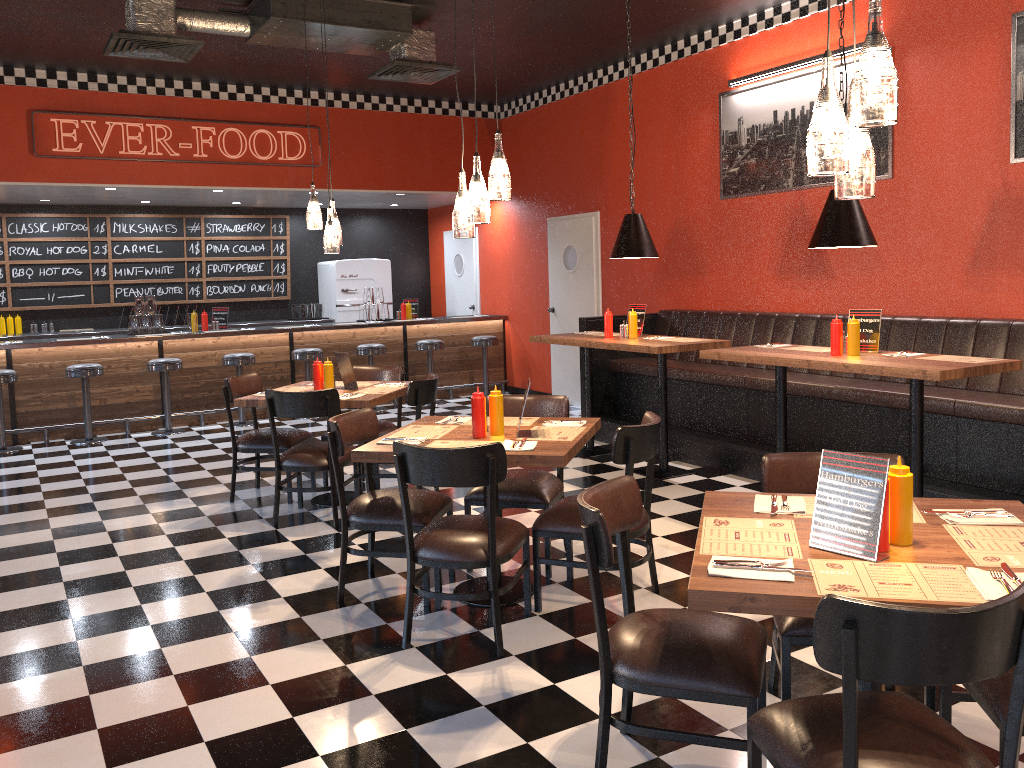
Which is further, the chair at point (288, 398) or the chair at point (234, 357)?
the chair at point (234, 357)

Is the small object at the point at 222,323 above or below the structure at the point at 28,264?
below

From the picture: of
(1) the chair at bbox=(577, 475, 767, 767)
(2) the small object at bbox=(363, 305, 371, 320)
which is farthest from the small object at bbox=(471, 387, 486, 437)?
(2) the small object at bbox=(363, 305, 371, 320)

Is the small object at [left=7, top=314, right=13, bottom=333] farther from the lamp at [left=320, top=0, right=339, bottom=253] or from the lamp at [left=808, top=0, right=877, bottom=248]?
the lamp at [left=808, top=0, right=877, bottom=248]

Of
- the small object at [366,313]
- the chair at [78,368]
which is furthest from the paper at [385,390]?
the small object at [366,313]

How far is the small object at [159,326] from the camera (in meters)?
9.69

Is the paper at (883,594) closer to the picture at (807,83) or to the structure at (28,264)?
the picture at (807,83)

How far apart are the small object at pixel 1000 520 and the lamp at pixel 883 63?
1.1m

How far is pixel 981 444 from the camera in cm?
518

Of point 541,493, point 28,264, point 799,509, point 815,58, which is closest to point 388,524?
point 541,493
